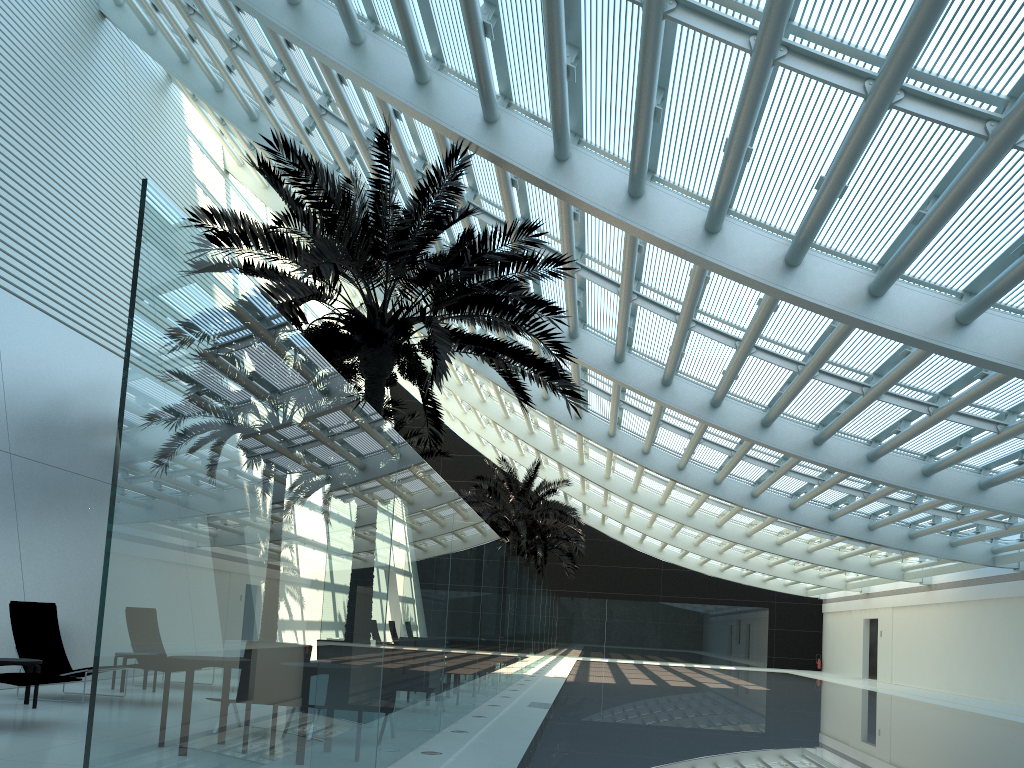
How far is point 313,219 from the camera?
9.36m

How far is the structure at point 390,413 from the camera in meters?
16.1

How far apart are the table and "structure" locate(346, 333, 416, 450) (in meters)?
7.28

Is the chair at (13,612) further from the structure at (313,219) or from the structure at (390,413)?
the structure at (390,413)

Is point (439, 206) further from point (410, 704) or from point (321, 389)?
point (321, 389)

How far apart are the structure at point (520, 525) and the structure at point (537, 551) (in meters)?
4.16

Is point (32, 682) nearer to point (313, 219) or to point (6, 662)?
point (6, 662)

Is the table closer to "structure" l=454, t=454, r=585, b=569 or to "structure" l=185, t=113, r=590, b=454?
"structure" l=185, t=113, r=590, b=454

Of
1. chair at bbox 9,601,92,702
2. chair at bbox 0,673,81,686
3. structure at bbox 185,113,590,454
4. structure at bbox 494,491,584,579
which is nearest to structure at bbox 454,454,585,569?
structure at bbox 494,491,584,579

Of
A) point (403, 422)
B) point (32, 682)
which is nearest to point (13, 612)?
point (32, 682)
